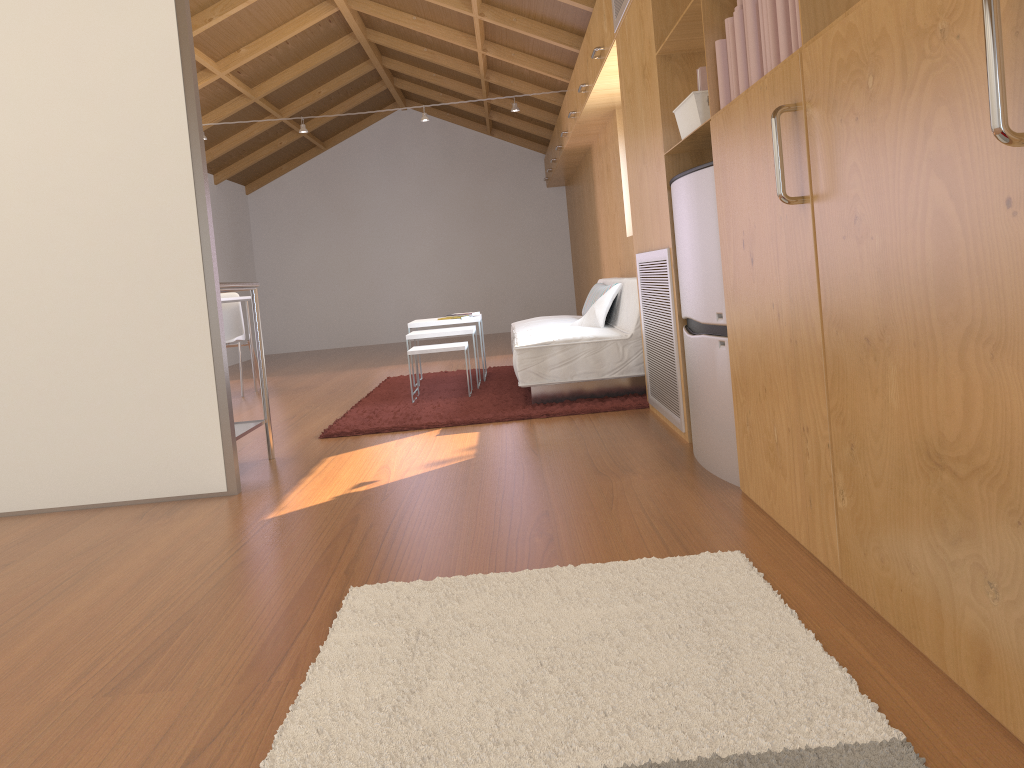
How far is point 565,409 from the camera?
4.4 meters

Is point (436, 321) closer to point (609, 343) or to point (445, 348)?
point (445, 348)

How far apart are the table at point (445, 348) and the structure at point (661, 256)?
1.3 meters

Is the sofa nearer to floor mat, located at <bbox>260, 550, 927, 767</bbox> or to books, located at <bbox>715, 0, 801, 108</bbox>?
books, located at <bbox>715, 0, 801, 108</bbox>

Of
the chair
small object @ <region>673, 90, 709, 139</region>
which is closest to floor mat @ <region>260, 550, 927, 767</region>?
small object @ <region>673, 90, 709, 139</region>

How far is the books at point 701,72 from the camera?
2.74m

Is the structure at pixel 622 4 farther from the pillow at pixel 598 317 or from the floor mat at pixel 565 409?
the floor mat at pixel 565 409

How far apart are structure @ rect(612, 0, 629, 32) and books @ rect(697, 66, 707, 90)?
1.20m

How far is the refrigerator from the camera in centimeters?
269cm

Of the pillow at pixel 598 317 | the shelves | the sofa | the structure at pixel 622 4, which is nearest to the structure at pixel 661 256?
the sofa
